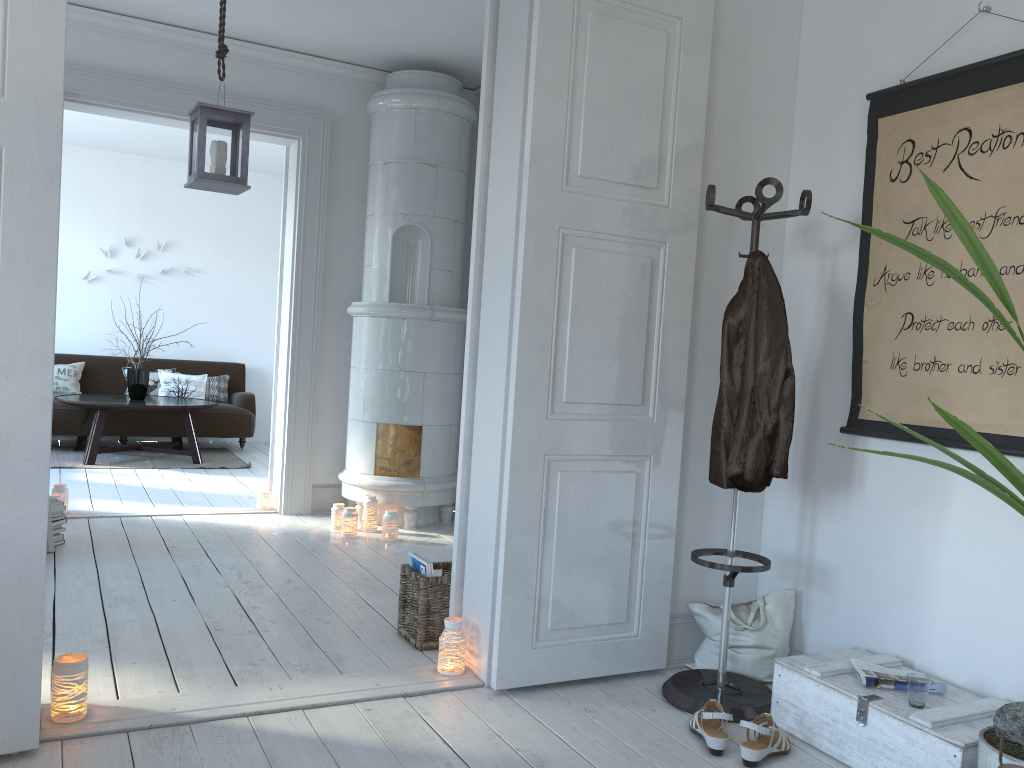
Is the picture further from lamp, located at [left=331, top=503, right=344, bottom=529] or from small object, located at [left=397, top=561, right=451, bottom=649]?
lamp, located at [left=331, top=503, right=344, bottom=529]

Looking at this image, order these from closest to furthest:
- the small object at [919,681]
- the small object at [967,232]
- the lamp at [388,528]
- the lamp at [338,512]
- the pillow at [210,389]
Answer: the small object at [967,232]
the small object at [919,681]
the lamp at [388,528]
the lamp at [338,512]
the pillow at [210,389]

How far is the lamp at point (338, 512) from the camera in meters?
5.1 m

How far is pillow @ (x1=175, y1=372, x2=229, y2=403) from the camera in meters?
8.7 m

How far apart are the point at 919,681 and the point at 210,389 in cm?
755

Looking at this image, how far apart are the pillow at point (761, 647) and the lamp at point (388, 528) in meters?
2.2

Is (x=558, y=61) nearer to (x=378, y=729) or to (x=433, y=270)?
(x=378, y=729)

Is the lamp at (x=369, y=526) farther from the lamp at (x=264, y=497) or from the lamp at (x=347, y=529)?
the lamp at (x=264, y=497)

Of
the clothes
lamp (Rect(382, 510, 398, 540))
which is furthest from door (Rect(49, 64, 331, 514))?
the clothes

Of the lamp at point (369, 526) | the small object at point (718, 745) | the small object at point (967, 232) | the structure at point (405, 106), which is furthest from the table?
the small object at point (967, 232)
